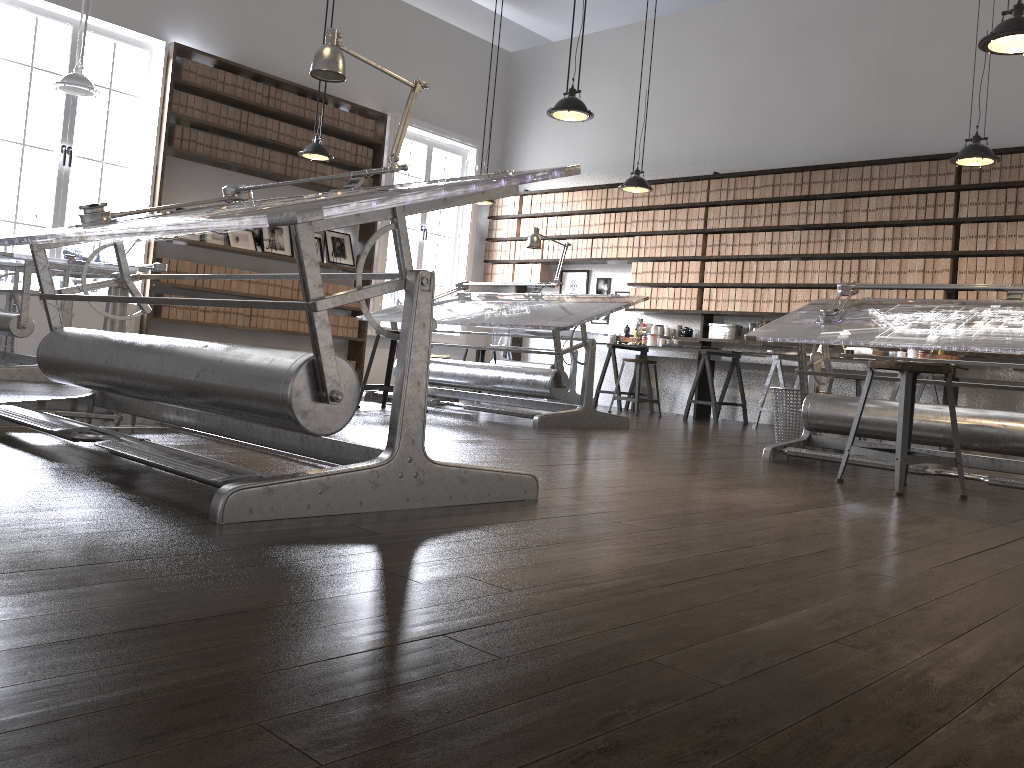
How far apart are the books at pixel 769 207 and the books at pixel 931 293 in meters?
1.6

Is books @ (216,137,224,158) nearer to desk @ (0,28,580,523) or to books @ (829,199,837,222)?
desk @ (0,28,580,523)

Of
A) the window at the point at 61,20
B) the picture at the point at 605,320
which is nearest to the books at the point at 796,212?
the picture at the point at 605,320

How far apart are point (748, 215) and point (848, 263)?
1.12m

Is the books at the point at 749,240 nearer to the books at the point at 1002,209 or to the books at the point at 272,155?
the books at the point at 1002,209

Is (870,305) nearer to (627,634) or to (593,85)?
(627,634)

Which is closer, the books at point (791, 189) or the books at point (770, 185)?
the books at point (791, 189)

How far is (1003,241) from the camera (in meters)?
6.99

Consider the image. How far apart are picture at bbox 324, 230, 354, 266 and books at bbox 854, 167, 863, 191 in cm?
516

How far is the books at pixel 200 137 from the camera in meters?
8.2 m
